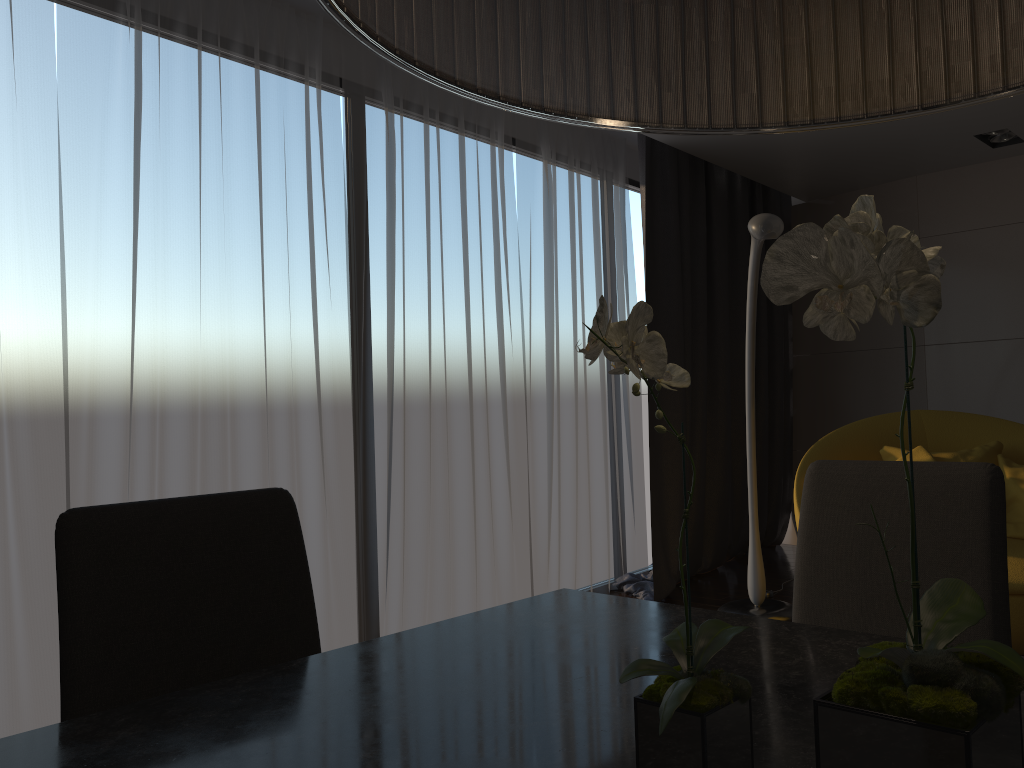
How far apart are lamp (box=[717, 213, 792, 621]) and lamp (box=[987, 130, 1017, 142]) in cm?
204

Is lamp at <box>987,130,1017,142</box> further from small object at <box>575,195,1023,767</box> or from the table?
small object at <box>575,195,1023,767</box>

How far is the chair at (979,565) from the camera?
1.4 meters

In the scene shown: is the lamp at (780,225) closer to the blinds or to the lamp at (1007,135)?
the blinds

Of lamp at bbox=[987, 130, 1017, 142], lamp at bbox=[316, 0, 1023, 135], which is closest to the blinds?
lamp at bbox=[987, 130, 1017, 142]

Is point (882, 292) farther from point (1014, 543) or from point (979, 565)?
point (1014, 543)

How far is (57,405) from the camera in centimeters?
283cm

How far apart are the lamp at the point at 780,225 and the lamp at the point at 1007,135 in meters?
2.0 m

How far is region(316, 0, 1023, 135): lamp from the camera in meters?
0.7

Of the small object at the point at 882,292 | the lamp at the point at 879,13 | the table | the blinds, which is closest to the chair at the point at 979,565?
the table
